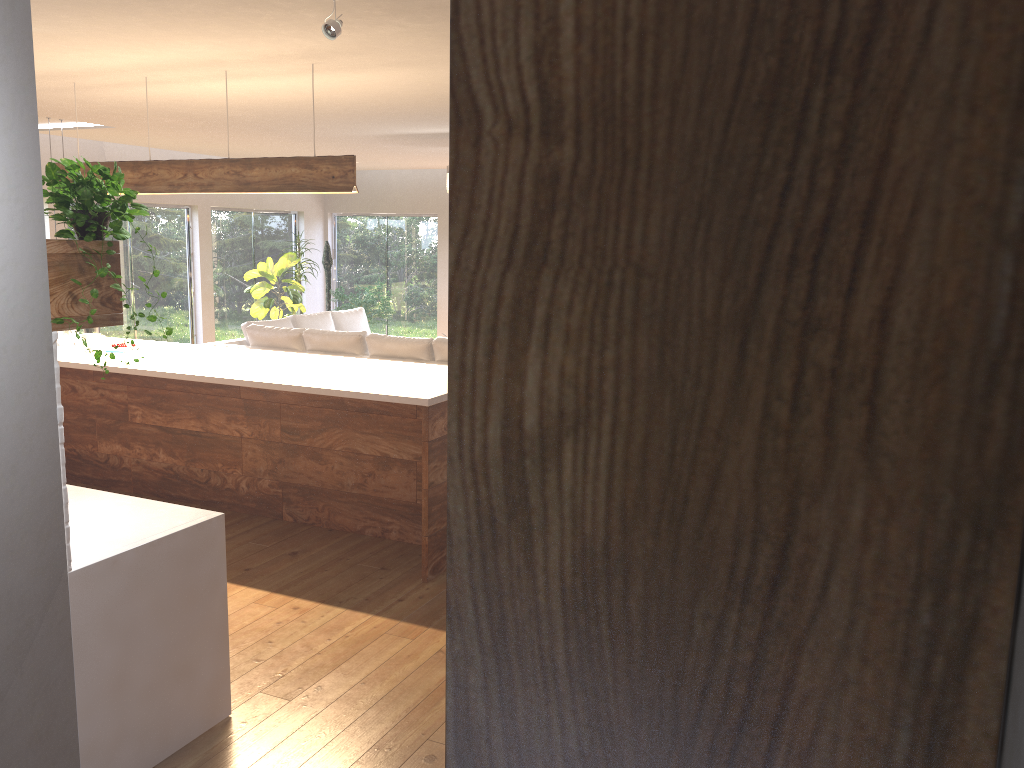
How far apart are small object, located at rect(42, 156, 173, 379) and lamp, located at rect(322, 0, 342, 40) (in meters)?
1.29

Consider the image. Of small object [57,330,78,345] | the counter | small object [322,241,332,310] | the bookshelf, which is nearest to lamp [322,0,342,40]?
the counter

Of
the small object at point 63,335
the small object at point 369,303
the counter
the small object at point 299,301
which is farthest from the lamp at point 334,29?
the small object at point 369,303

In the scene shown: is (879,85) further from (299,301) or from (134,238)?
(299,301)

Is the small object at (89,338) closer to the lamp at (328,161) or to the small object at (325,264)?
the lamp at (328,161)

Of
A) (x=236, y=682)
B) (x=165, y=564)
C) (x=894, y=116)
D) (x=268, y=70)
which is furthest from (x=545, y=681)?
(x=268, y=70)

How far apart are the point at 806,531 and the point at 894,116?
0.2 meters

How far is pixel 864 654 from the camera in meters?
0.5

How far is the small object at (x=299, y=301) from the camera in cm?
1189

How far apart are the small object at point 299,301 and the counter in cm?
857
